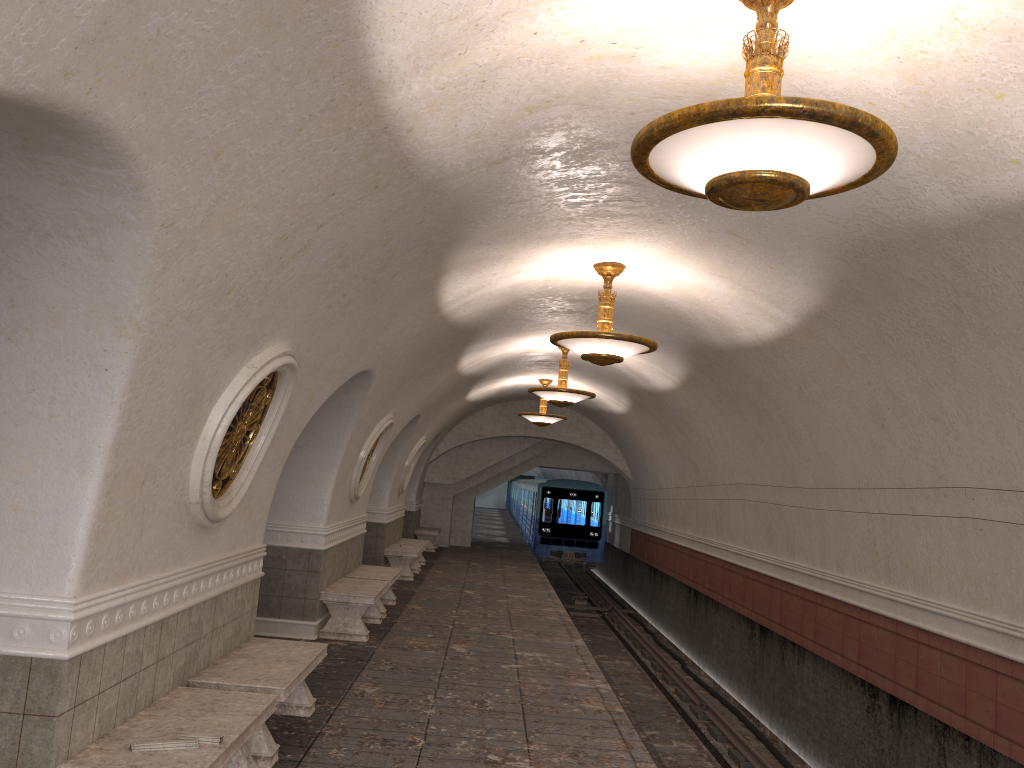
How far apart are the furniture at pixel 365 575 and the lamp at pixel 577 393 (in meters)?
3.21

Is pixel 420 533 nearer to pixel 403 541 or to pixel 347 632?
pixel 403 541

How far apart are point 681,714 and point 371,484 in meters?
5.5

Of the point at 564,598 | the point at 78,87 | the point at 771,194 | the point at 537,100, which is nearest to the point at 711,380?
the point at 537,100

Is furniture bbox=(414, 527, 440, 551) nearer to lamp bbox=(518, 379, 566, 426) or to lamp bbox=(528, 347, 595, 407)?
lamp bbox=(518, 379, 566, 426)

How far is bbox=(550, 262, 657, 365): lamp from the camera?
7.87m

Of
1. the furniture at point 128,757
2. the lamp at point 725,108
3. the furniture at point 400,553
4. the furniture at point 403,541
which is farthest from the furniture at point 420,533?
the lamp at point 725,108

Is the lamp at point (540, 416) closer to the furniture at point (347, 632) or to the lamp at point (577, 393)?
the lamp at point (577, 393)

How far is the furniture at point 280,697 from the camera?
5.5 meters

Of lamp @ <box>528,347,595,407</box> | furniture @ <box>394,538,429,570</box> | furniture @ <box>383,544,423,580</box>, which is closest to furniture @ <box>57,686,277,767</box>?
lamp @ <box>528,347,595,407</box>
